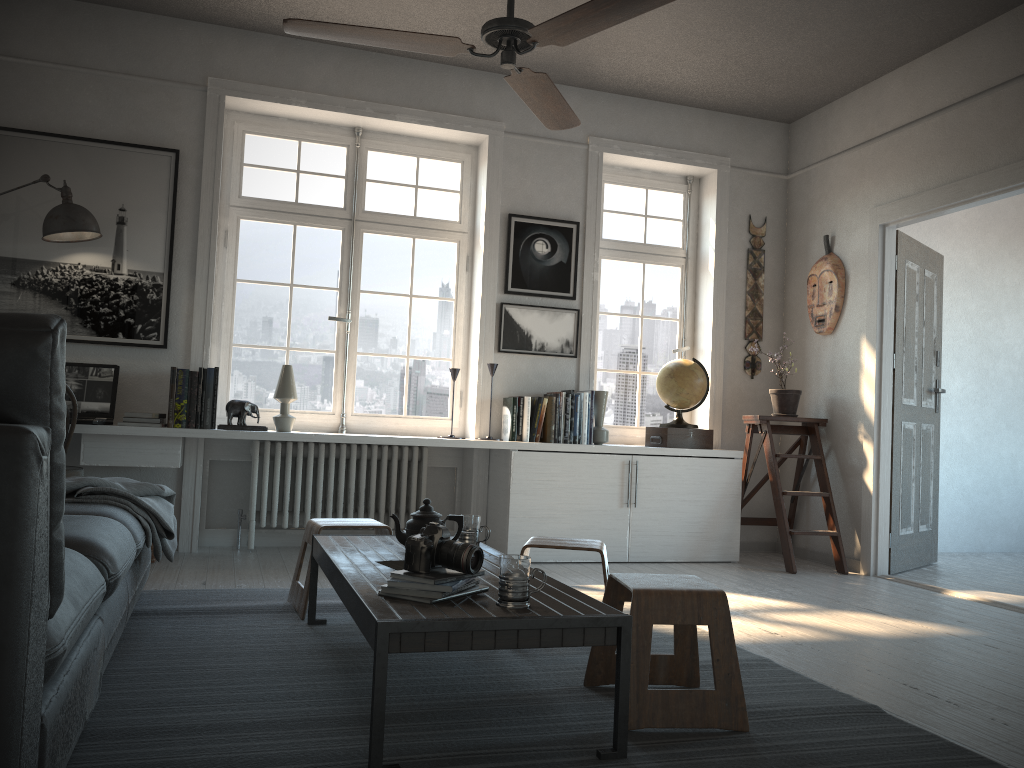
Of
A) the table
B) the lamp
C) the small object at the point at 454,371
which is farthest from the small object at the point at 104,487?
the small object at the point at 454,371

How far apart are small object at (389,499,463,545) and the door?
3.4 meters

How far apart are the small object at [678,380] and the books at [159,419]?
2.60m

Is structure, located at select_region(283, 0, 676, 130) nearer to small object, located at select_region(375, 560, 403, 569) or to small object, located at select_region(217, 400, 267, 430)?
small object, located at select_region(375, 560, 403, 569)

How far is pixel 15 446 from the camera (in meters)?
1.24

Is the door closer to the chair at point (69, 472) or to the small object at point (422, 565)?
the small object at point (422, 565)

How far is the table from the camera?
1.9m

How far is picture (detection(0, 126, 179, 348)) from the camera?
4.6 meters

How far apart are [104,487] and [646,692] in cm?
194

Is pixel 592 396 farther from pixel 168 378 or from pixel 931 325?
pixel 168 378
